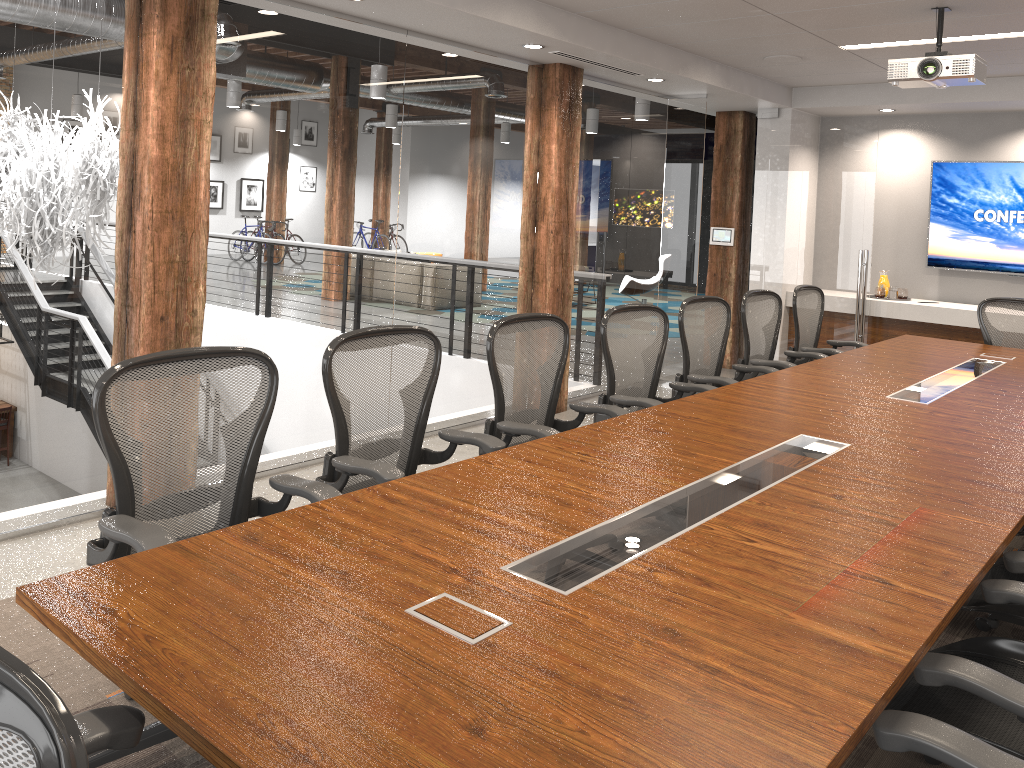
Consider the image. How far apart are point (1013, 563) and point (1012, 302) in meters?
4.4 m

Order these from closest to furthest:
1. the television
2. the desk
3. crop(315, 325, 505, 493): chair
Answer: the desk, crop(315, 325, 505, 493): chair, the television

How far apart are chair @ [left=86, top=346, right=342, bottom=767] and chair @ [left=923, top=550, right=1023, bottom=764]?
1.9m

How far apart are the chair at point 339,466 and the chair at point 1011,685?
1.6m

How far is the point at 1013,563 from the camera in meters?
2.4 m

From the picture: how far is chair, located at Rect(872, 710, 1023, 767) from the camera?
1.6 meters

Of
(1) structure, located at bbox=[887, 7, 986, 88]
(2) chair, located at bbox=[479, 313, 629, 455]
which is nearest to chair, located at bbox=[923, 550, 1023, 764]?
(2) chair, located at bbox=[479, 313, 629, 455]

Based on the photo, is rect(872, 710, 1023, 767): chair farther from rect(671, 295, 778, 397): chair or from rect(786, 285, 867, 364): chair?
rect(786, 285, 867, 364): chair

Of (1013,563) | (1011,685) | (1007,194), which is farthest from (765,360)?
(1007,194)

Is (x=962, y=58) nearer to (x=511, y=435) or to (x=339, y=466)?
(x=511, y=435)
